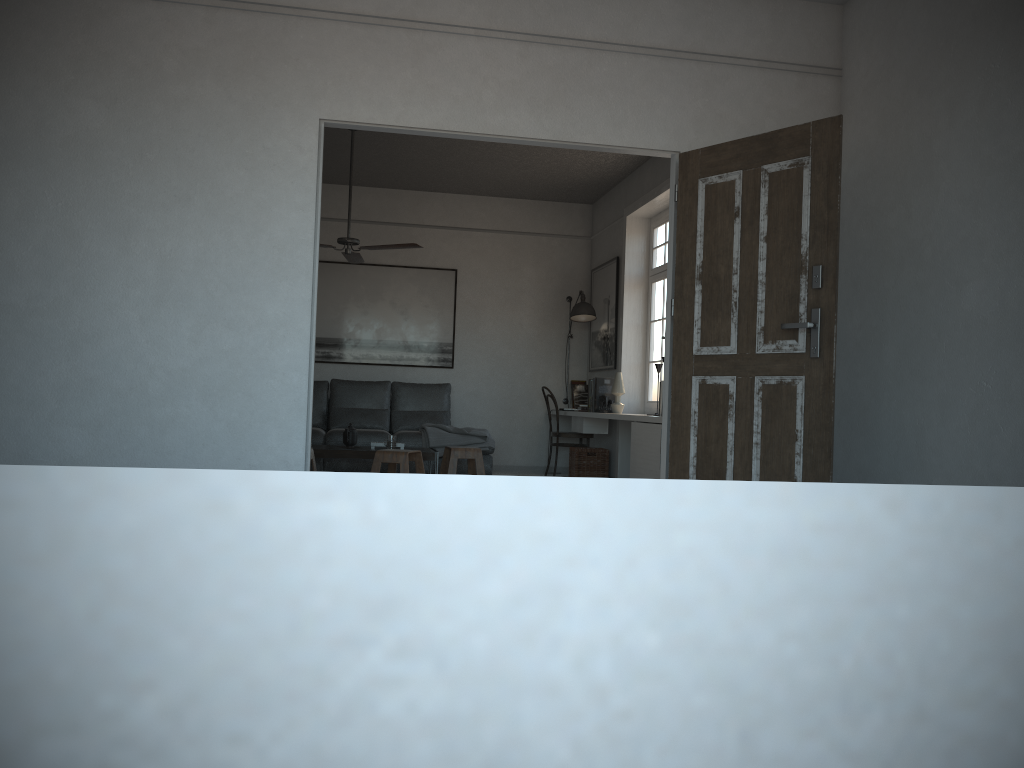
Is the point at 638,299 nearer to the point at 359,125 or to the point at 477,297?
the point at 477,297

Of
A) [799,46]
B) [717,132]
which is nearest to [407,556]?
Result: [717,132]

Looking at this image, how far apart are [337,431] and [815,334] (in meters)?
5.12

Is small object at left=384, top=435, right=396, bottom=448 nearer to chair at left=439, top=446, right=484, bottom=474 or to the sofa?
chair at left=439, top=446, right=484, bottom=474

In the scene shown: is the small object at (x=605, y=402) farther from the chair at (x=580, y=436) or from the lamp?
the lamp

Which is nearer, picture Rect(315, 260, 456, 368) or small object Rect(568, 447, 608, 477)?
small object Rect(568, 447, 608, 477)

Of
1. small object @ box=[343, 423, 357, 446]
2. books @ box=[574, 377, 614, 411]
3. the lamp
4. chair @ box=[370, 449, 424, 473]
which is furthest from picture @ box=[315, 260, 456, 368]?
chair @ box=[370, 449, 424, 473]

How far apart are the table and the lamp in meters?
2.5 m

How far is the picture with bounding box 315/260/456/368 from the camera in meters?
9.0

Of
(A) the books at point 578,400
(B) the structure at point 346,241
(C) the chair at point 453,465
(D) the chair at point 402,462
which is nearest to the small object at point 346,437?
(D) the chair at point 402,462
